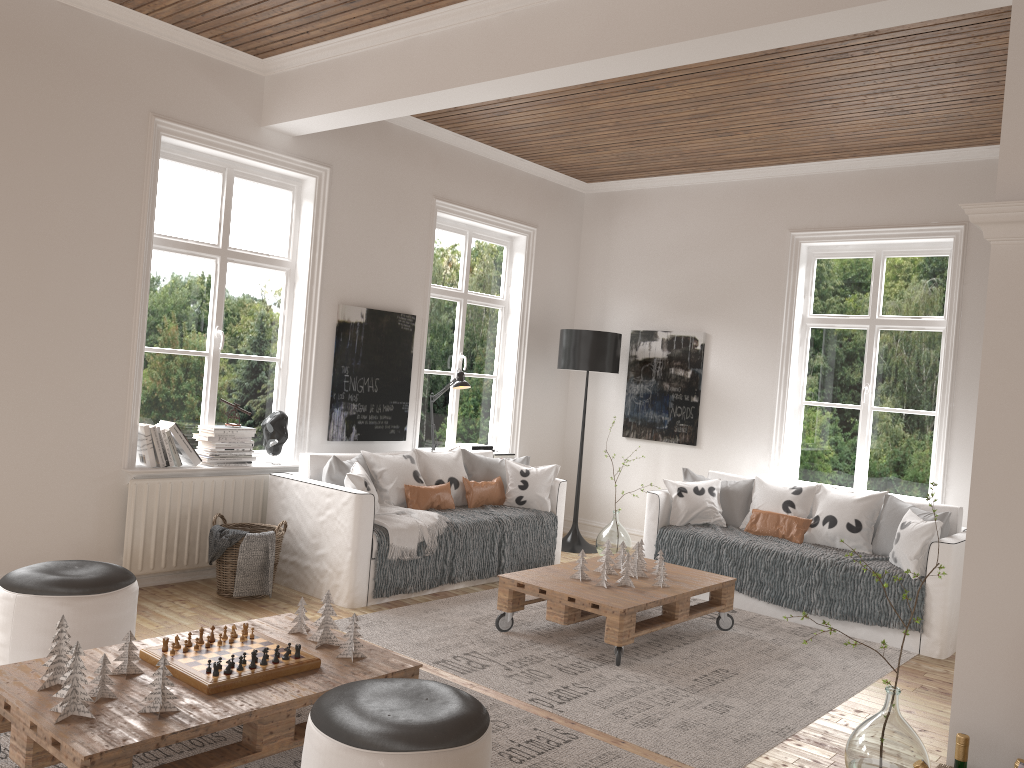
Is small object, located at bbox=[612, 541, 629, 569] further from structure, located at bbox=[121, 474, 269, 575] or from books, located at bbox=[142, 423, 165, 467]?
books, located at bbox=[142, 423, 165, 467]

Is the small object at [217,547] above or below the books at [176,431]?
below

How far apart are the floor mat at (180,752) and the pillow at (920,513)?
2.80m

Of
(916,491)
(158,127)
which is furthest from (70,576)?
(916,491)

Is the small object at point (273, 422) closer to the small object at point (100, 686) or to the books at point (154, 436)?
the books at point (154, 436)

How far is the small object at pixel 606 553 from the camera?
4.89m

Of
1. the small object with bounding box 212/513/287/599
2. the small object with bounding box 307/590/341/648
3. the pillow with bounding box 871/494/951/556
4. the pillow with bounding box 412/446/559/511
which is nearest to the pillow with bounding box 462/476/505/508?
the pillow with bounding box 412/446/559/511

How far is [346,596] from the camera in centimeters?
487cm

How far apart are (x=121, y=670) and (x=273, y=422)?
2.8 meters

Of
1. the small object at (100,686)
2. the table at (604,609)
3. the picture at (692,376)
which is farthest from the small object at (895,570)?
the small object at (100,686)
